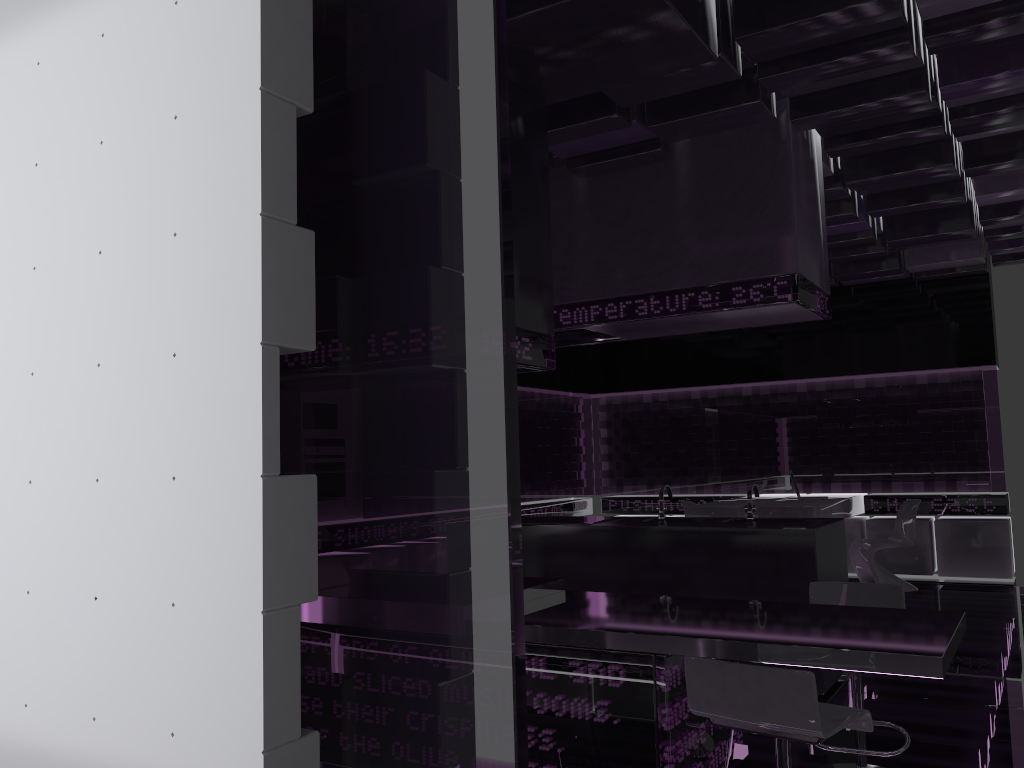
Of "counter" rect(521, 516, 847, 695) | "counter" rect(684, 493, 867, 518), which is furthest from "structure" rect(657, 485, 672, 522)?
"counter" rect(684, 493, 867, 518)

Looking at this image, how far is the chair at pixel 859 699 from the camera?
3.5 meters

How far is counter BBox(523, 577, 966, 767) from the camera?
2.68m

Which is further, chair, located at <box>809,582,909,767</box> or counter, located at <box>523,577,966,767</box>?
chair, located at <box>809,582,909,767</box>

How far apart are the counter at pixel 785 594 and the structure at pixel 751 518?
0.1m

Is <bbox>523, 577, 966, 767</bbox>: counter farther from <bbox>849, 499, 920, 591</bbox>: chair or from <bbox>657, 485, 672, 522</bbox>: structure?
<bbox>849, 499, 920, 591</bbox>: chair

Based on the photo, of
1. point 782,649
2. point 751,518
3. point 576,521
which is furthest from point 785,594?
point 782,649

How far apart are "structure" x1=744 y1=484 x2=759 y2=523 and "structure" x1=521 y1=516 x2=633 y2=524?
0.98m

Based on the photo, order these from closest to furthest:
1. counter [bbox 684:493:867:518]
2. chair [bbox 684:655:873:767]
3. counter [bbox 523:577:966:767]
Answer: chair [bbox 684:655:873:767] < counter [bbox 523:577:966:767] < counter [bbox 684:493:867:518]

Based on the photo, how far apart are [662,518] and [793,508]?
2.7m
